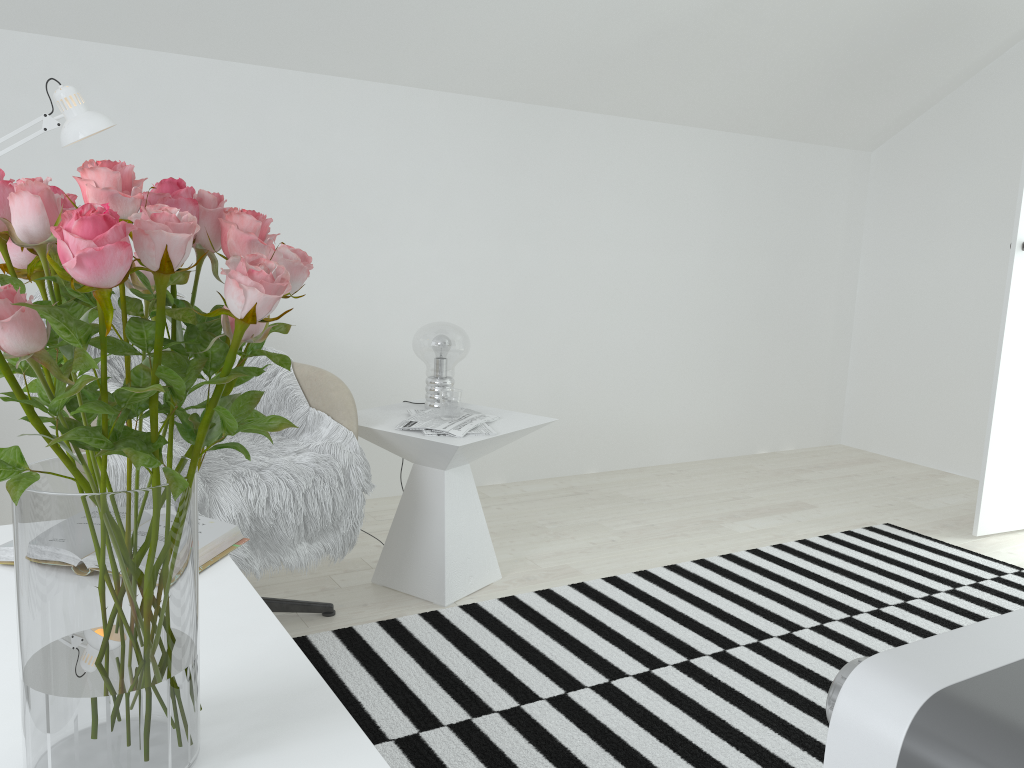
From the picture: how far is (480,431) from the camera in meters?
2.5

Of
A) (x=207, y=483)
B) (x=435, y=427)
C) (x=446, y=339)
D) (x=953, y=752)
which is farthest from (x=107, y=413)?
(x=446, y=339)

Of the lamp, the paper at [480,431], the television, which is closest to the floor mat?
the paper at [480,431]

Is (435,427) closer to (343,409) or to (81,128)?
(343,409)

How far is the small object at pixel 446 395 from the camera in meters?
2.6 m

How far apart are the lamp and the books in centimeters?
107cm

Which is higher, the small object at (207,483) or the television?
the television

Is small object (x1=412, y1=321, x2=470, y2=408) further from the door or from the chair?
the door

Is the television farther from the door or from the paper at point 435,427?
the door

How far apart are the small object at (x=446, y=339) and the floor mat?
0.6m
